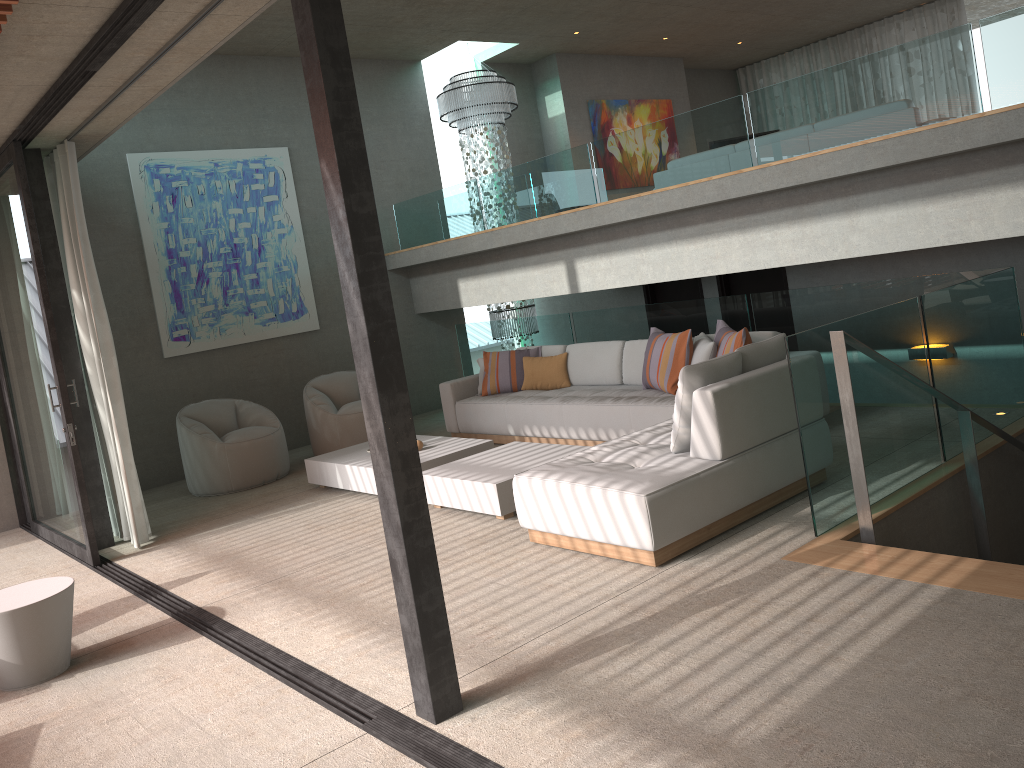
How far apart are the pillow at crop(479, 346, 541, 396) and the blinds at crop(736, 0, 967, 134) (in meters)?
8.15

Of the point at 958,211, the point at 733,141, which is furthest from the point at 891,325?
the point at 733,141

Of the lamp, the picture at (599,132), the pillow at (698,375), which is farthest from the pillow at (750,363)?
the picture at (599,132)

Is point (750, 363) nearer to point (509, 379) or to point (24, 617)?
point (509, 379)

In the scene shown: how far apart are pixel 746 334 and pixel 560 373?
2.3 meters

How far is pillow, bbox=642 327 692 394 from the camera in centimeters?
661cm

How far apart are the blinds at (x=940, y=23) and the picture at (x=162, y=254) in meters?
8.5

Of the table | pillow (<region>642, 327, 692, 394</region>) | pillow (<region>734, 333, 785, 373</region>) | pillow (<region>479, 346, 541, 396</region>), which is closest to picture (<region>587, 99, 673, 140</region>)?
pillow (<region>479, 346, 541, 396</region>)

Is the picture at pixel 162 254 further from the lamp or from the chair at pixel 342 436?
the lamp

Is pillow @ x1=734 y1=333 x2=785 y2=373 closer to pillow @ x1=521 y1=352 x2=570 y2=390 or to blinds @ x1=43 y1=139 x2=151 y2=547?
pillow @ x1=521 y1=352 x2=570 y2=390
